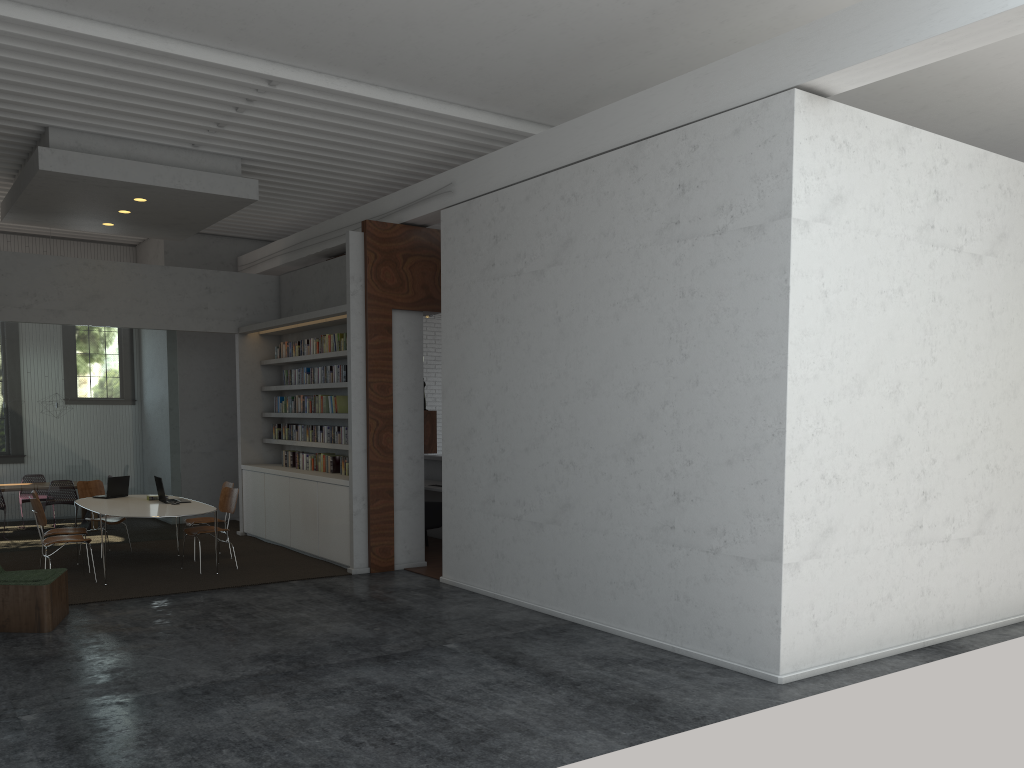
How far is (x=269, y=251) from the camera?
12.96m
